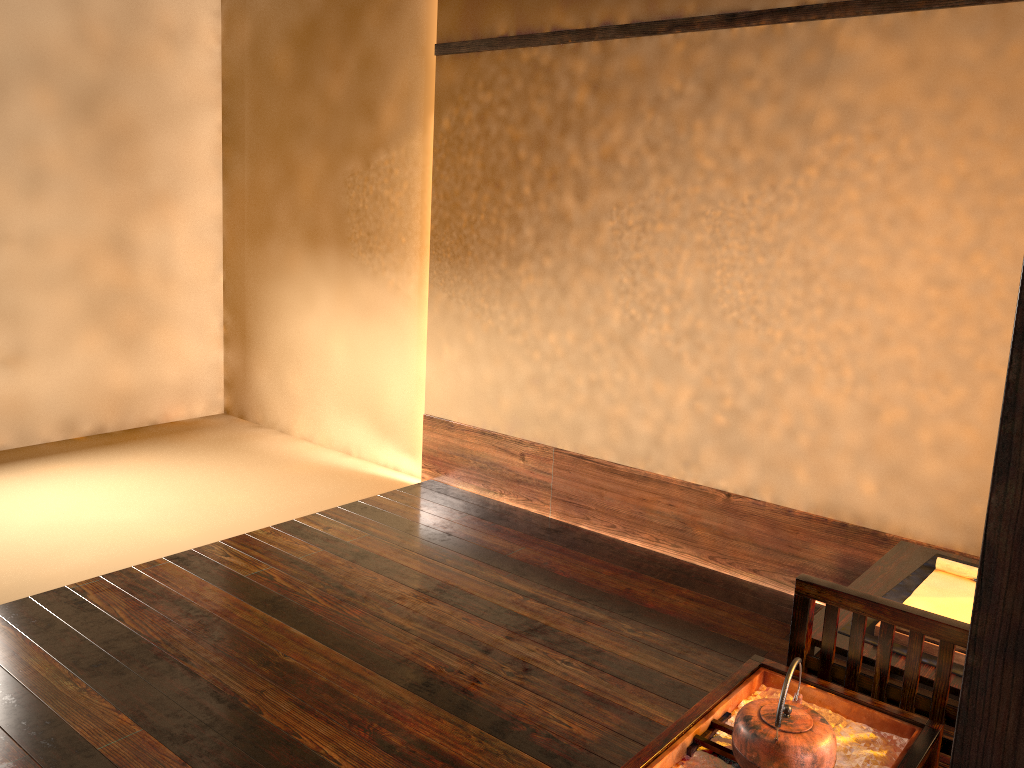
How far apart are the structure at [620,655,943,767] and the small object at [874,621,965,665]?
0.2m

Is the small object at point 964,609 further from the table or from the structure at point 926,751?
the structure at point 926,751

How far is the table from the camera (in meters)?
2.06

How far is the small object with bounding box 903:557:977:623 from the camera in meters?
2.4

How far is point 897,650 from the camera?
2.1 meters

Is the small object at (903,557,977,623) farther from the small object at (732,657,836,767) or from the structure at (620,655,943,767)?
the small object at (732,657,836,767)

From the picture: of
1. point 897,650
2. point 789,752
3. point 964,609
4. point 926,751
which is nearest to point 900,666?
point 897,650

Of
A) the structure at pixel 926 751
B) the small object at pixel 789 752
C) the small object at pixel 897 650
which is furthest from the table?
the small object at pixel 789 752

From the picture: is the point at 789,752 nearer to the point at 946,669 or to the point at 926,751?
the point at 926,751

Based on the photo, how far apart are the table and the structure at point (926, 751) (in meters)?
0.13
